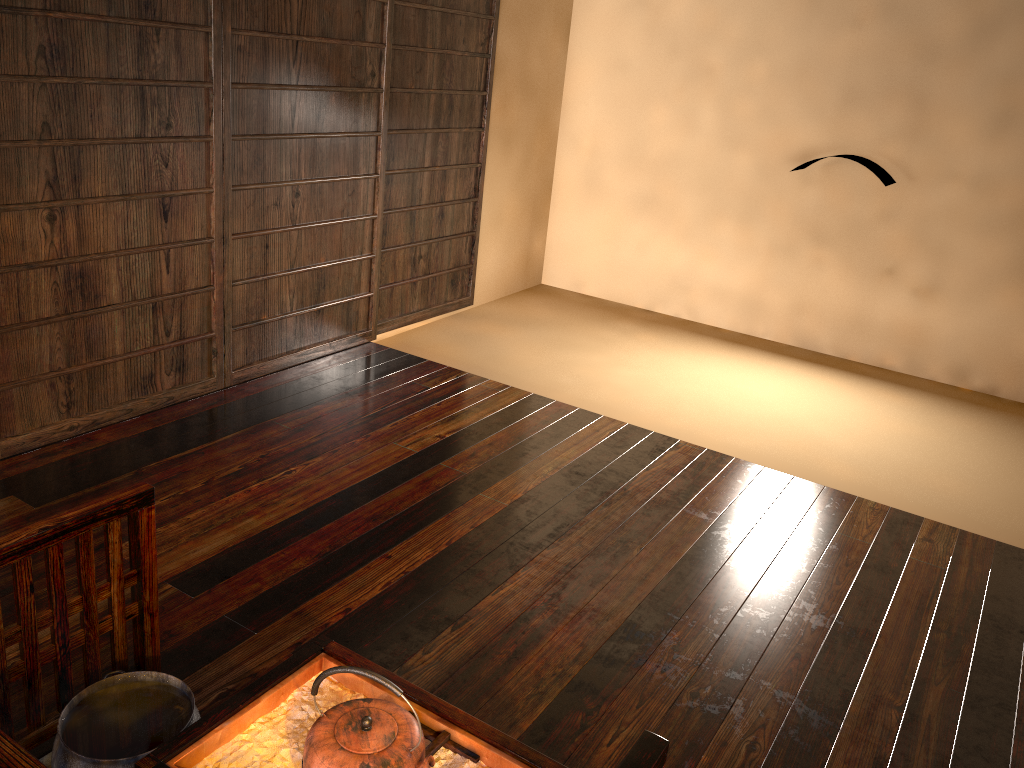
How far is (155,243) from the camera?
3.21m

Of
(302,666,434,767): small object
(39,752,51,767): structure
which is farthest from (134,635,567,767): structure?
(39,752,51,767): structure

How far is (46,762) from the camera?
1.7m

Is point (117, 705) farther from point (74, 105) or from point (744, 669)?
point (74, 105)

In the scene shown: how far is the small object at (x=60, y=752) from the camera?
1.60m

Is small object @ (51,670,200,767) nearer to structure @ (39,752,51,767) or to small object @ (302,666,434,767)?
structure @ (39,752,51,767)

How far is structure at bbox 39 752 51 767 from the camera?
1.7 meters

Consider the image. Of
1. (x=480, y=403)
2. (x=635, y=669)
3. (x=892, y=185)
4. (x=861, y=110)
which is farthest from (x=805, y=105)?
(x=635, y=669)

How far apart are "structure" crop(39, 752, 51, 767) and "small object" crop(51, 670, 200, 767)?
0.1 meters

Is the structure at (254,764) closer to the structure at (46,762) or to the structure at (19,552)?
the structure at (19,552)
